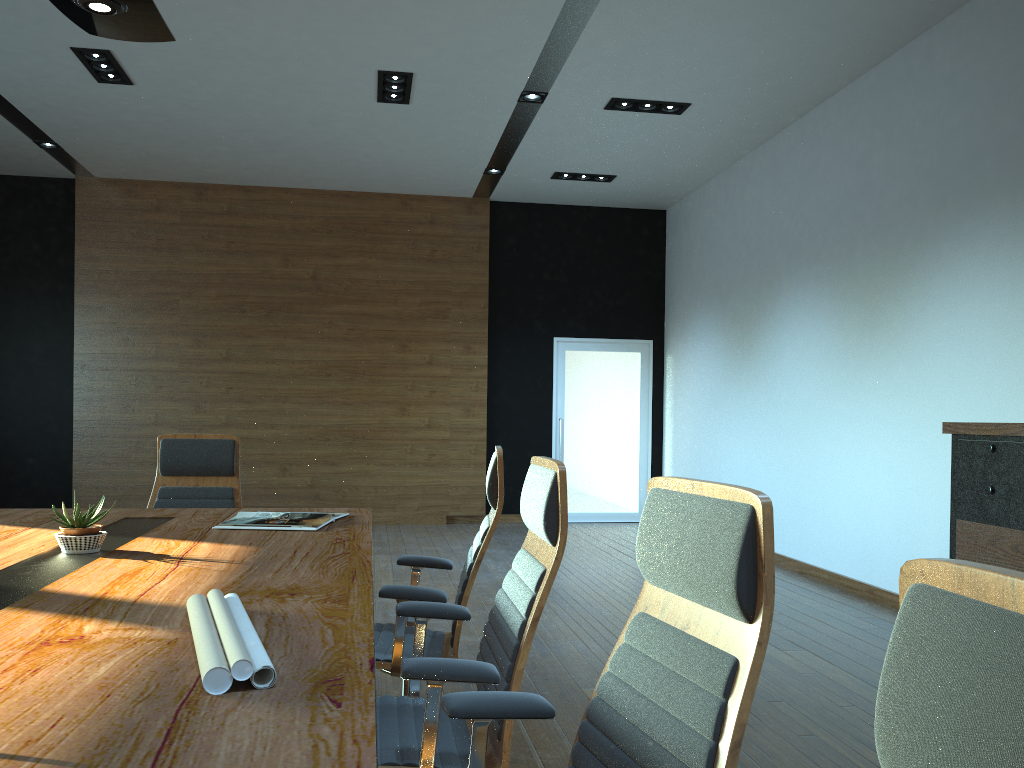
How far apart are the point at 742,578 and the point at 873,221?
5.6 meters

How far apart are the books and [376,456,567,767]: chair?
0.8m

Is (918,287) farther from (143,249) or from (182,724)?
(143,249)

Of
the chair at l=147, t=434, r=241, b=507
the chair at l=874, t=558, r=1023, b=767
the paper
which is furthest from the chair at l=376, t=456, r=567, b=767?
the chair at l=147, t=434, r=241, b=507

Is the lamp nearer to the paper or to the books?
the books

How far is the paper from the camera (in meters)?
1.35

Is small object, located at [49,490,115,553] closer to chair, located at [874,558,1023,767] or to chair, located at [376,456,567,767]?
chair, located at [376,456,567,767]

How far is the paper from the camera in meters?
1.3 m

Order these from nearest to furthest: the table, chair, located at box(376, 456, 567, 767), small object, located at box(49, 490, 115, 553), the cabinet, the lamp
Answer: the table → chair, located at box(376, 456, 567, 767) → small object, located at box(49, 490, 115, 553) → the lamp → the cabinet

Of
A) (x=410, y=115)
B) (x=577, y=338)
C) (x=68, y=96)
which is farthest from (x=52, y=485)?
(x=577, y=338)
